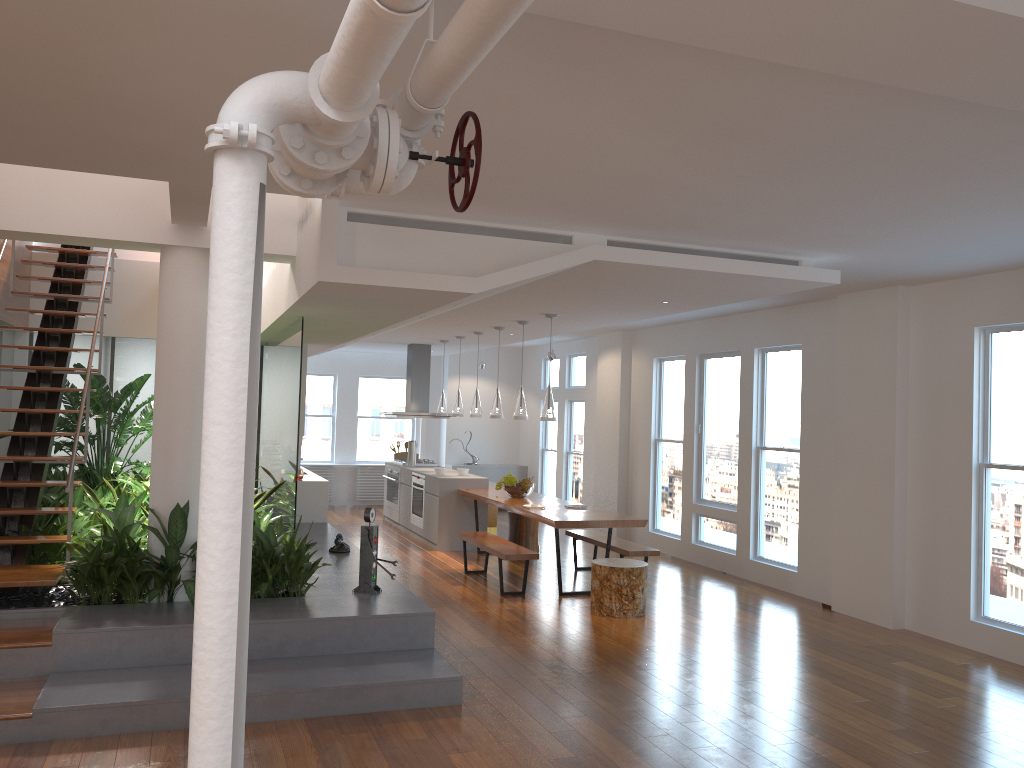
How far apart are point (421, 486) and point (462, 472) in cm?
64

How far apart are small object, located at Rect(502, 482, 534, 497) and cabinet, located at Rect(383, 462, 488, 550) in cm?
99

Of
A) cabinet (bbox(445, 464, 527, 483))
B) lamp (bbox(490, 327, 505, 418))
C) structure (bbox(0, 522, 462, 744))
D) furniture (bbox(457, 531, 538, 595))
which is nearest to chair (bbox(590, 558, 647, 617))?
furniture (bbox(457, 531, 538, 595))

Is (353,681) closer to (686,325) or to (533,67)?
(533,67)

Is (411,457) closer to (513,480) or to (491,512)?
(491,512)

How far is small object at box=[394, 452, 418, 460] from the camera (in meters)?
12.83

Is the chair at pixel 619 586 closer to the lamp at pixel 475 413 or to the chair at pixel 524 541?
the chair at pixel 524 541

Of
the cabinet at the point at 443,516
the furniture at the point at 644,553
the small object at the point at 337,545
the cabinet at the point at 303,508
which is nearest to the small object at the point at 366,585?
the small object at the point at 337,545

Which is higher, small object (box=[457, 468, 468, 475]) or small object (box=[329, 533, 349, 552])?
small object (box=[457, 468, 468, 475])

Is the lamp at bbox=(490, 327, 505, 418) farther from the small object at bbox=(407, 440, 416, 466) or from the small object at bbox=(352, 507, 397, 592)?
the small object at bbox=(352, 507, 397, 592)
